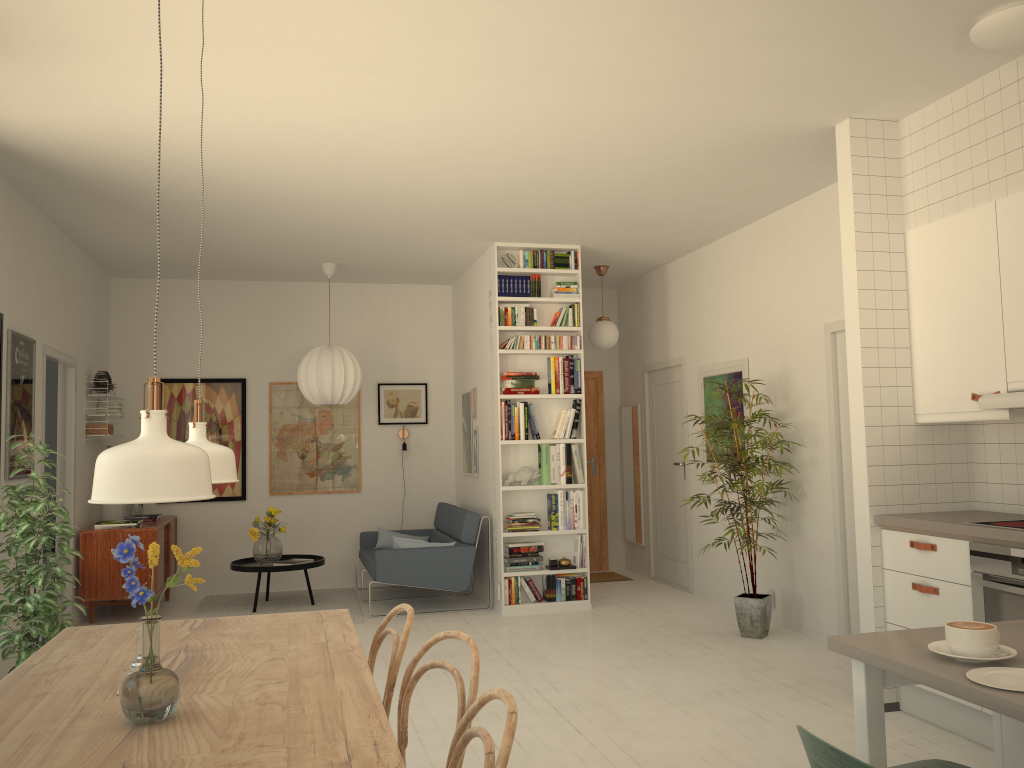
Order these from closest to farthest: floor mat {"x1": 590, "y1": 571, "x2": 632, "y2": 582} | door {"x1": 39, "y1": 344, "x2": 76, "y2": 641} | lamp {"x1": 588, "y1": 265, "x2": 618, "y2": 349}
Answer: door {"x1": 39, "y1": 344, "x2": 76, "y2": 641} < lamp {"x1": 588, "y1": 265, "x2": 618, "y2": 349} < floor mat {"x1": 590, "y1": 571, "x2": 632, "y2": 582}

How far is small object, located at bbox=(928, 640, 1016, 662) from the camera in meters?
1.8 m

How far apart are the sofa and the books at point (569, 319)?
1.7m

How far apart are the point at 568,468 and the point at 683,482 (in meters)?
1.34

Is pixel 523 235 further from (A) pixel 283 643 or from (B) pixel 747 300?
(A) pixel 283 643

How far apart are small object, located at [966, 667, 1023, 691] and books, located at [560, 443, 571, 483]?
5.4m

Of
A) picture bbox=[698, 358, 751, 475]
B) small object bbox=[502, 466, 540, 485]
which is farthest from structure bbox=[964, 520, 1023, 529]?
small object bbox=[502, 466, 540, 485]

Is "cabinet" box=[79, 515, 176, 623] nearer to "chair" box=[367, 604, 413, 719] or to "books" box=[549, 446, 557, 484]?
"books" box=[549, 446, 557, 484]

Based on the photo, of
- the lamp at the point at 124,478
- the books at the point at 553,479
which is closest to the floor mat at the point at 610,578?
the books at the point at 553,479

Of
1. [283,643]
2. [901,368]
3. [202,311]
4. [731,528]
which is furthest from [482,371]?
[283,643]
